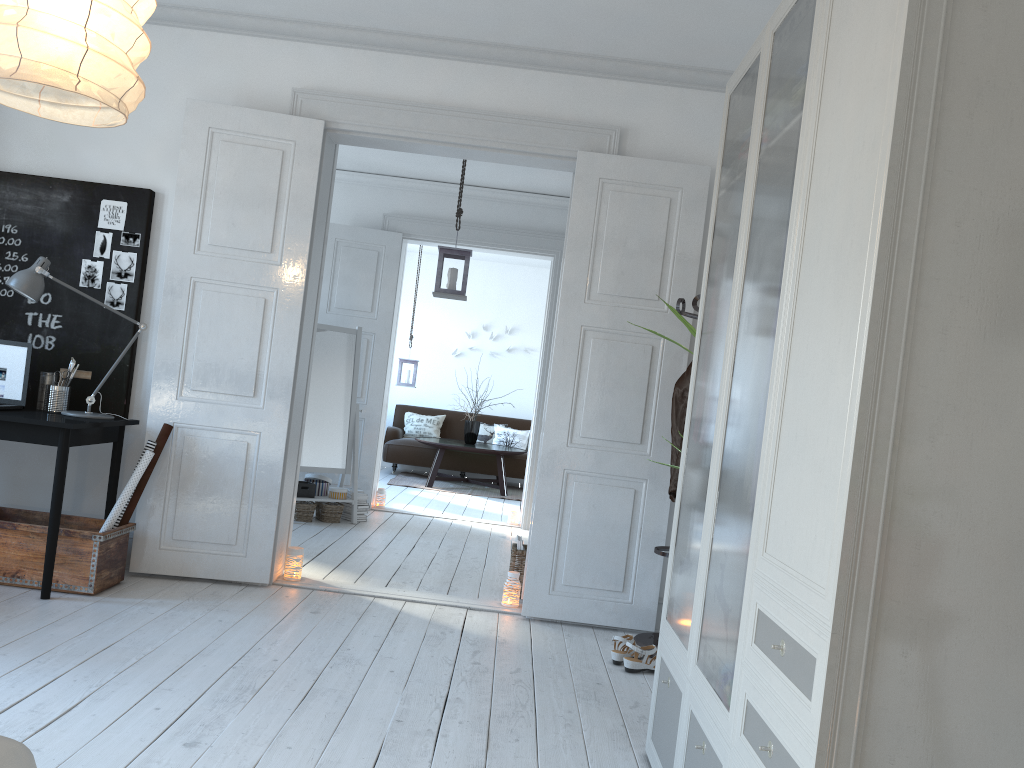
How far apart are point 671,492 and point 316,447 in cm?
337

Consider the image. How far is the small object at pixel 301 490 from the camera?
6.5m

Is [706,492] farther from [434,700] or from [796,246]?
[796,246]

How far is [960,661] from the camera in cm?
142

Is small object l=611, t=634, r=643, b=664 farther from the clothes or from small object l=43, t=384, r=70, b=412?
small object l=43, t=384, r=70, b=412

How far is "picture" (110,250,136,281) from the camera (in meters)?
4.45

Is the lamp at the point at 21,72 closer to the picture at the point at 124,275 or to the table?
the picture at the point at 124,275

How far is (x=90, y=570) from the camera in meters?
3.9 m

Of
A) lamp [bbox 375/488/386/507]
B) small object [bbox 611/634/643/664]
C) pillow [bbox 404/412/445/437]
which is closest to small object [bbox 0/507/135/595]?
small object [bbox 611/634/643/664]

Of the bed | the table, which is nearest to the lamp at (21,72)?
the bed
